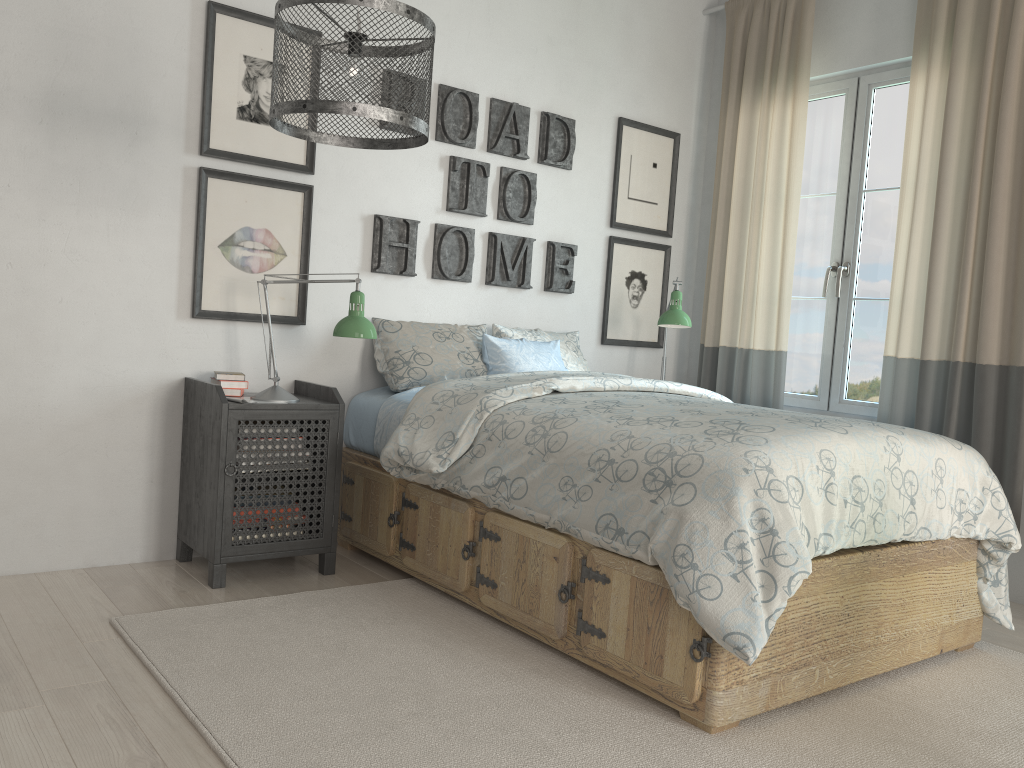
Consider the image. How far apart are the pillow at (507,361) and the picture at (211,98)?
0.91m

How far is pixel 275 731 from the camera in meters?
1.9

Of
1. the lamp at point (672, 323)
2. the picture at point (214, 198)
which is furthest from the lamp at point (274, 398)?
the lamp at point (672, 323)

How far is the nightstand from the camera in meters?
2.8

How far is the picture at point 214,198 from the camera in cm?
308

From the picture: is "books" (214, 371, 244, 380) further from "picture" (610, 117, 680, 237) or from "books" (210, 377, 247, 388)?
"picture" (610, 117, 680, 237)

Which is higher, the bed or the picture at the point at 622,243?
the picture at the point at 622,243

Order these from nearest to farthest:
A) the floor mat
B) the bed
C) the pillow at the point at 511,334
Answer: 1. the floor mat
2. the bed
3. the pillow at the point at 511,334

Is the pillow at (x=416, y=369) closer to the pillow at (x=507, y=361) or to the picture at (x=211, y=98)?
the pillow at (x=507, y=361)

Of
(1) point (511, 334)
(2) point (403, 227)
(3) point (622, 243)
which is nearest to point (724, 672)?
(1) point (511, 334)
